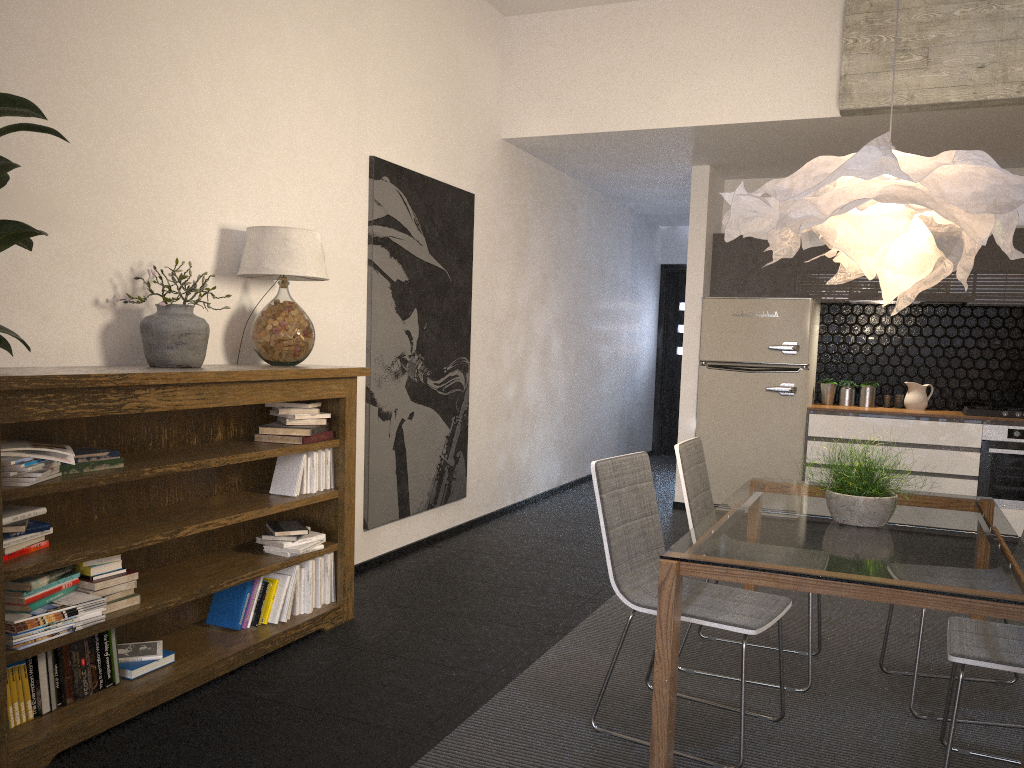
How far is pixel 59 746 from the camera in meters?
2.6 m

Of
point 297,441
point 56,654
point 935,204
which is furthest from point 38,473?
point 935,204

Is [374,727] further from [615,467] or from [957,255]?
[957,255]

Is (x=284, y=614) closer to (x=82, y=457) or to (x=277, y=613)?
(x=277, y=613)

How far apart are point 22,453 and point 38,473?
0.1 meters

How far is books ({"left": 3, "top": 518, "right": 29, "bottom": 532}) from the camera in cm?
259

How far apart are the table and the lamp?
0.75m

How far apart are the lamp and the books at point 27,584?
2.47m

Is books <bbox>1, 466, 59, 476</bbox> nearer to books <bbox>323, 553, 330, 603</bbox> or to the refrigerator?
books <bbox>323, 553, 330, 603</bbox>

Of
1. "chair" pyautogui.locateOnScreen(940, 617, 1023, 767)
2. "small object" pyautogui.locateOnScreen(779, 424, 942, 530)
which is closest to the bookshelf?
"small object" pyautogui.locateOnScreen(779, 424, 942, 530)
